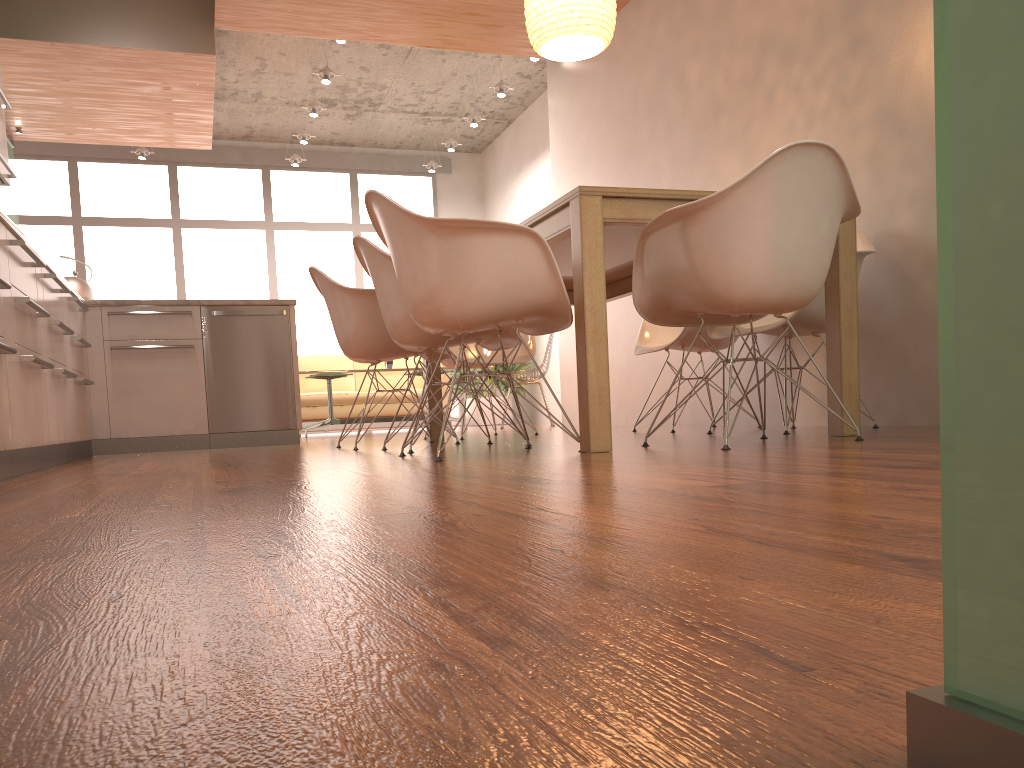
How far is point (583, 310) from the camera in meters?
2.7

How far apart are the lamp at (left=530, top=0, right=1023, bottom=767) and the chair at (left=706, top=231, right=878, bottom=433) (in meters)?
3.31

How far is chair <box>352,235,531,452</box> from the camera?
3.5 meters

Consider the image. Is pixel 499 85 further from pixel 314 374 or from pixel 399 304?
pixel 399 304

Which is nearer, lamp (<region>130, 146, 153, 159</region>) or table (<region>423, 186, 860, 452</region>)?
table (<region>423, 186, 860, 452</region>)

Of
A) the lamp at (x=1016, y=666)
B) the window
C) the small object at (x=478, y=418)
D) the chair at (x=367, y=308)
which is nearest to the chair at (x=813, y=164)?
the chair at (x=367, y=308)

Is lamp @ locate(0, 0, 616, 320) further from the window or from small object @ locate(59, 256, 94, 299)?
the window

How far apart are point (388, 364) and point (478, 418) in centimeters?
175cm

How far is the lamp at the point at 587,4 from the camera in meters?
3.9 m

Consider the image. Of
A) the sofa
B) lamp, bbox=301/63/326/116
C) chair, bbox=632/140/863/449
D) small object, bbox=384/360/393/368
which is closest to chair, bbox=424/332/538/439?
chair, bbox=632/140/863/449
